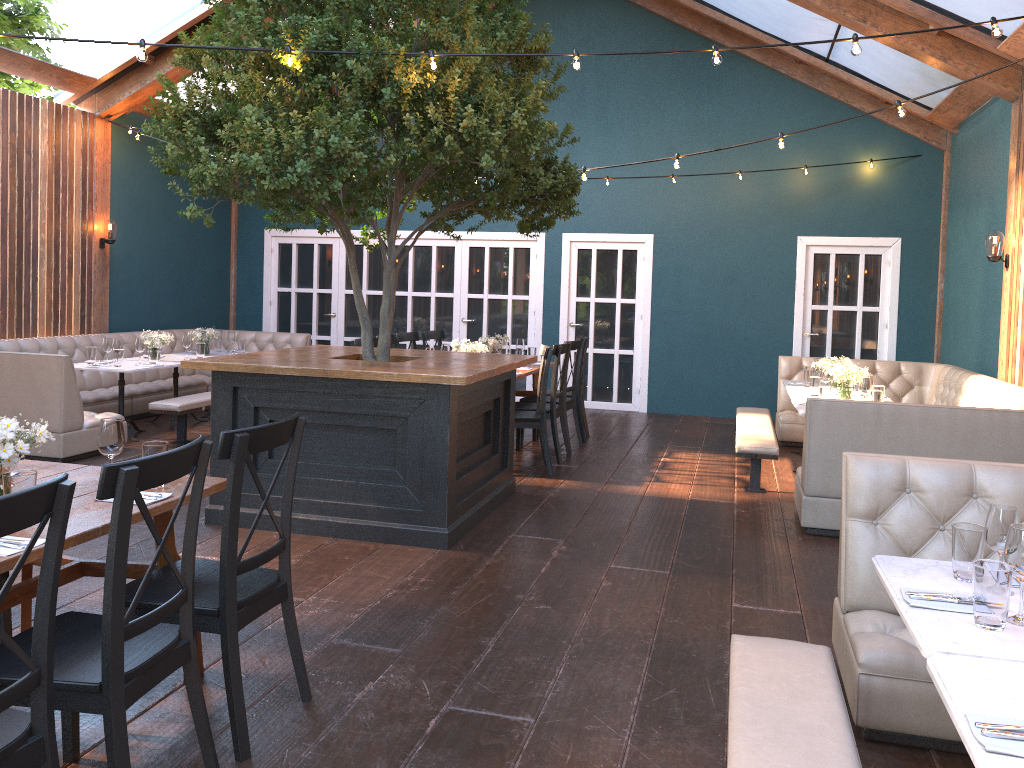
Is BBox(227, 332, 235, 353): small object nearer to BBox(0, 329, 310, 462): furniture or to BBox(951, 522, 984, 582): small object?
BBox(0, 329, 310, 462): furniture

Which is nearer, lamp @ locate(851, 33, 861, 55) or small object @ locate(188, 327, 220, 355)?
lamp @ locate(851, 33, 861, 55)

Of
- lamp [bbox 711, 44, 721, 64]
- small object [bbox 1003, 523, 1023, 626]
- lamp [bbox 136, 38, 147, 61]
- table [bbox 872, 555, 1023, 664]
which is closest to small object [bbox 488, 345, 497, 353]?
lamp [bbox 711, 44, 721, 64]

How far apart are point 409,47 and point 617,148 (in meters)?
5.37

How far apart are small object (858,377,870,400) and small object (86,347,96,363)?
6.61m

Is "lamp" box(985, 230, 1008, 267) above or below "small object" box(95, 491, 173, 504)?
above

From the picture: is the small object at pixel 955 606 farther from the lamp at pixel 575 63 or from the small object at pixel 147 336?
the small object at pixel 147 336

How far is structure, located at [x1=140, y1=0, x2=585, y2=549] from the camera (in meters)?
4.71

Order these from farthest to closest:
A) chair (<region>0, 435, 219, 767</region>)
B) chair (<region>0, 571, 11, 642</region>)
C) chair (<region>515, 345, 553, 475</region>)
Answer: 1. chair (<region>515, 345, 553, 475</region>)
2. chair (<region>0, 571, 11, 642</region>)
3. chair (<region>0, 435, 219, 767</region>)

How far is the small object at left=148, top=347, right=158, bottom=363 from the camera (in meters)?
8.30
